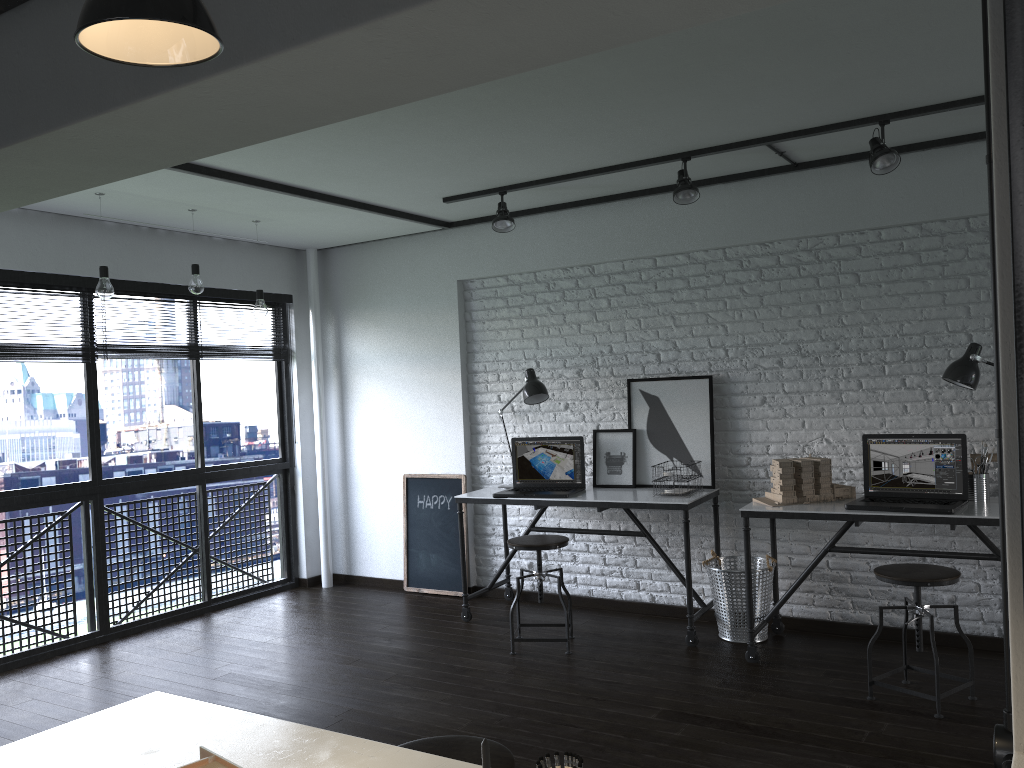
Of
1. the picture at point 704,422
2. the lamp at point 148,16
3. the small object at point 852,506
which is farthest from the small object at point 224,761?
the picture at point 704,422

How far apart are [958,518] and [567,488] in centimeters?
206cm

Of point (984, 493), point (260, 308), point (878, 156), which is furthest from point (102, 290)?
point (984, 493)

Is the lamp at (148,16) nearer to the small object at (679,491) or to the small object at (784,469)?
the small object at (784,469)

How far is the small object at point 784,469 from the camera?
4.14m

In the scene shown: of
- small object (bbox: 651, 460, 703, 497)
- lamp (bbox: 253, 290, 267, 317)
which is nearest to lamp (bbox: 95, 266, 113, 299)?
lamp (bbox: 253, 290, 267, 317)

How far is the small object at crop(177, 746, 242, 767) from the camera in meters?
1.4 m

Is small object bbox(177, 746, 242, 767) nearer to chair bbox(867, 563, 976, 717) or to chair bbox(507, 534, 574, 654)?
chair bbox(867, 563, 976, 717)

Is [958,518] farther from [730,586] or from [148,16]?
[148,16]

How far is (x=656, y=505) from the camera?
4.43m
